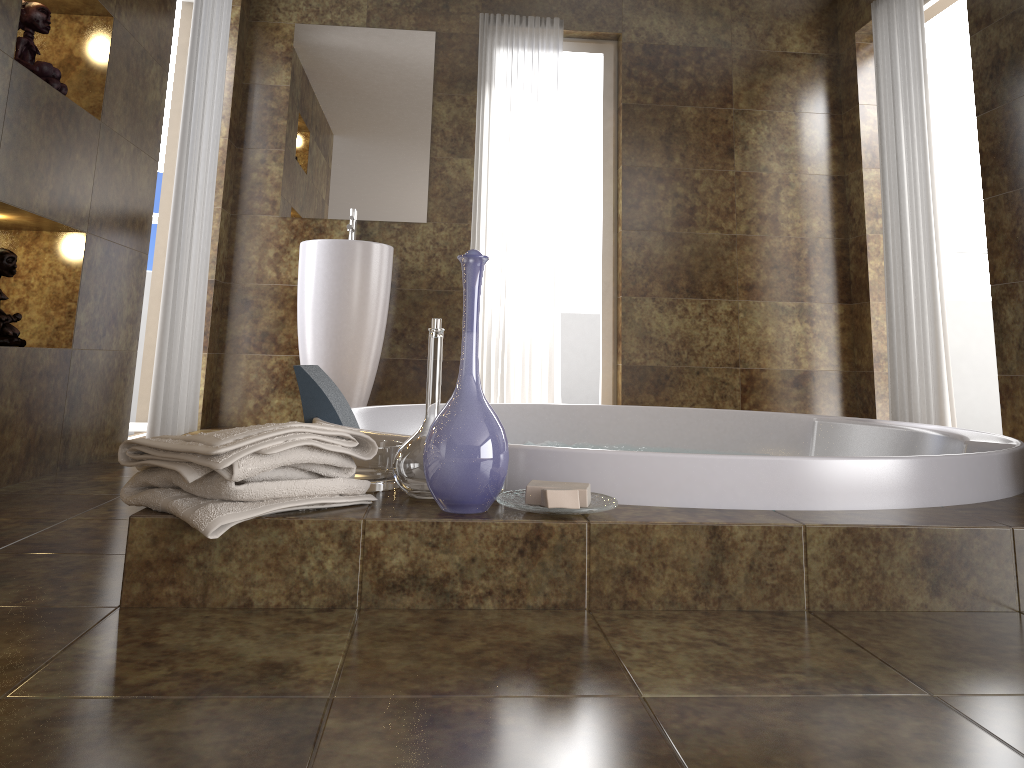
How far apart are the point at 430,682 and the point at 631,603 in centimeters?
43cm

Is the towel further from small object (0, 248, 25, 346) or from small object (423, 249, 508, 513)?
small object (0, 248, 25, 346)

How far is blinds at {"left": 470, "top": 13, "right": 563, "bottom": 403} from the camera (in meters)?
4.51

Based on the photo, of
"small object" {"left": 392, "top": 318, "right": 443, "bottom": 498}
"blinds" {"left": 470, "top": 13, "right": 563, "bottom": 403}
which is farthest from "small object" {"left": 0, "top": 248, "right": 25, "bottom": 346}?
"blinds" {"left": 470, "top": 13, "right": 563, "bottom": 403}

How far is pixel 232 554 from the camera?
1.3 meters

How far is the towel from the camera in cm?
127

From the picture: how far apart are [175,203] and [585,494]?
2.6 meters

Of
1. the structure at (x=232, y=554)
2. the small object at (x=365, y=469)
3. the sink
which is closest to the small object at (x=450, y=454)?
the structure at (x=232, y=554)

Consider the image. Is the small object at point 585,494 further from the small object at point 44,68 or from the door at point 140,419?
the door at point 140,419

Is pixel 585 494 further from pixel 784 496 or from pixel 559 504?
pixel 784 496
